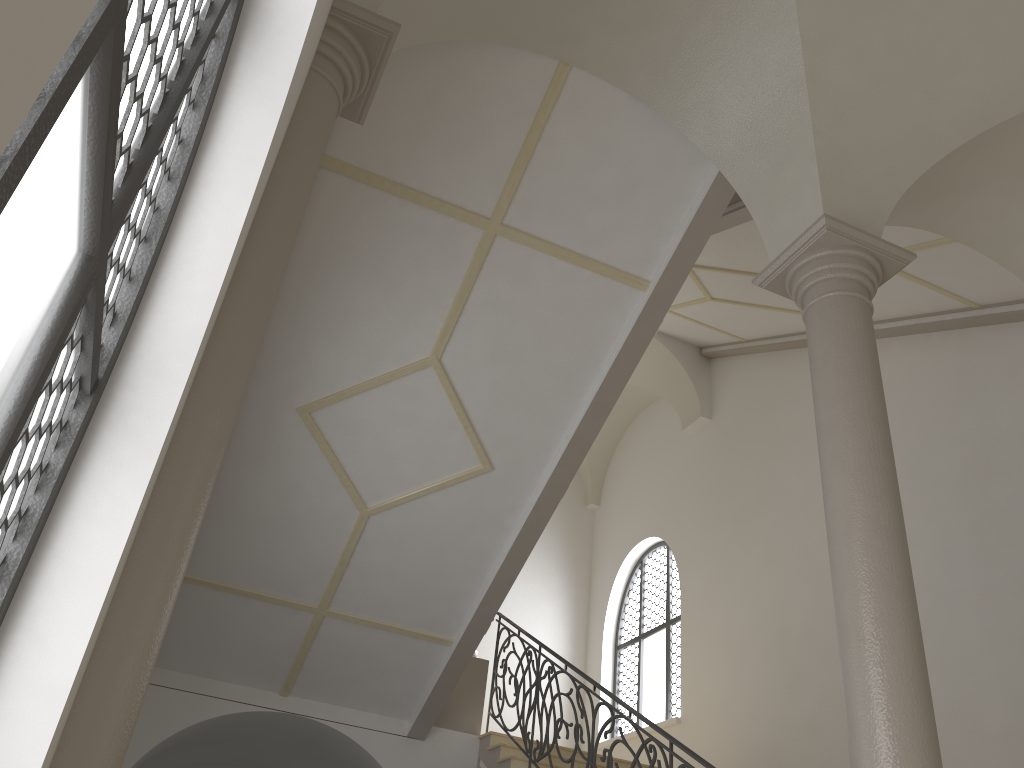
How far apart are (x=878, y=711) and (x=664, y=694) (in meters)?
8.96

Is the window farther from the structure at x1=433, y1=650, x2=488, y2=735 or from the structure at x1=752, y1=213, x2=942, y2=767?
the structure at x1=752, y1=213, x2=942, y2=767

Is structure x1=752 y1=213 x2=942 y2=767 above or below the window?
below

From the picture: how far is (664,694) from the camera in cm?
1234

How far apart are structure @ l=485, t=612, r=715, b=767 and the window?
3.0 meters

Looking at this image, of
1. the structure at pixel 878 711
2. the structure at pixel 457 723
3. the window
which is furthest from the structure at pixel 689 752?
the window

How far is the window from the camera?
12.3m

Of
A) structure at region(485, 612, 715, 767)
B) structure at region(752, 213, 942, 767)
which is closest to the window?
structure at region(485, 612, 715, 767)

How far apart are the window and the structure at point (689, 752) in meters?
3.0 m

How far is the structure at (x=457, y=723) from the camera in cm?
928
